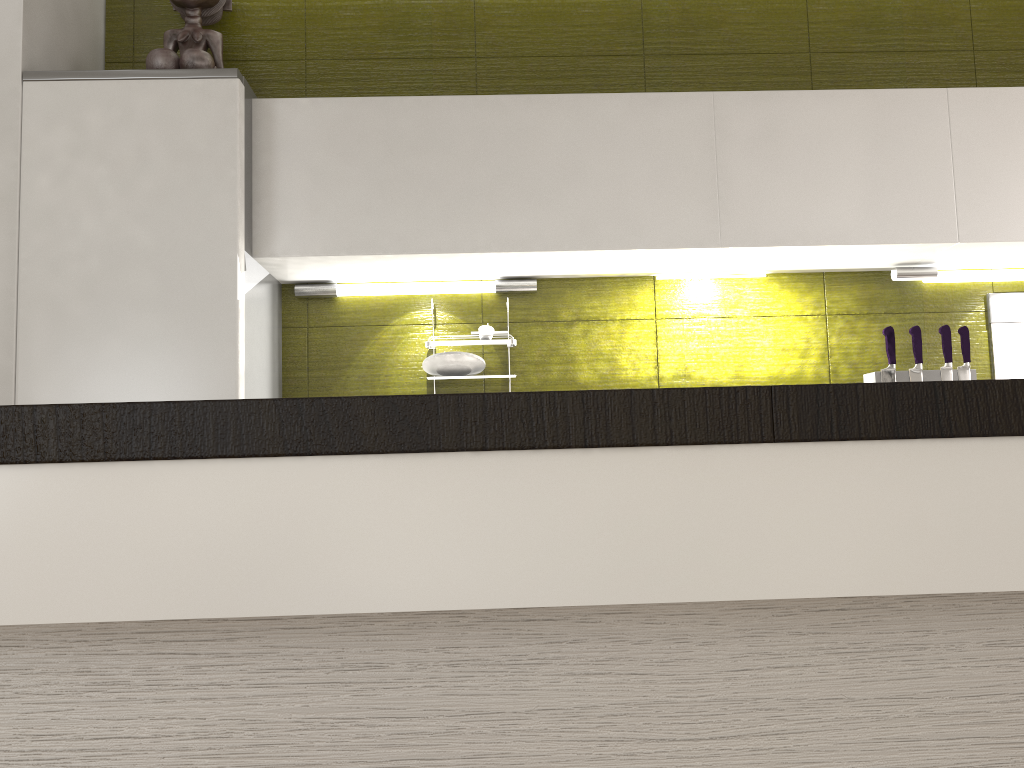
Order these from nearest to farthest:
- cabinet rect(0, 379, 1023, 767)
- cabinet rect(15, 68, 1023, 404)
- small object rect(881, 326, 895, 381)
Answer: cabinet rect(0, 379, 1023, 767) → cabinet rect(15, 68, 1023, 404) → small object rect(881, 326, 895, 381)

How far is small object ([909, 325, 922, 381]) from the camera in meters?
2.5 m

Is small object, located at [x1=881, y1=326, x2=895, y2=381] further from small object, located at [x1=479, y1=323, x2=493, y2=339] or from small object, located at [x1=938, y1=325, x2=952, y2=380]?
small object, located at [x1=479, y1=323, x2=493, y2=339]

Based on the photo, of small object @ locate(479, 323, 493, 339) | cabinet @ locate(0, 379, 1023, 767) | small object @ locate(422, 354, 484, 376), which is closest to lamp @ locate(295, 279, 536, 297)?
small object @ locate(479, 323, 493, 339)

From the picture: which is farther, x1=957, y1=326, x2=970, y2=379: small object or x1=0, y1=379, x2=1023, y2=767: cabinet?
x1=957, y1=326, x2=970, y2=379: small object

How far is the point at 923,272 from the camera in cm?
261

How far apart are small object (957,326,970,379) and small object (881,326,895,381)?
0.2m

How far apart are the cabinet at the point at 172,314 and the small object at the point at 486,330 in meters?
0.2 m

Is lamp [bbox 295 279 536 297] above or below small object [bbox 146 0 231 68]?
below

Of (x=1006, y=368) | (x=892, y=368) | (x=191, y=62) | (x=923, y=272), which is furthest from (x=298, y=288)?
(x=1006, y=368)
